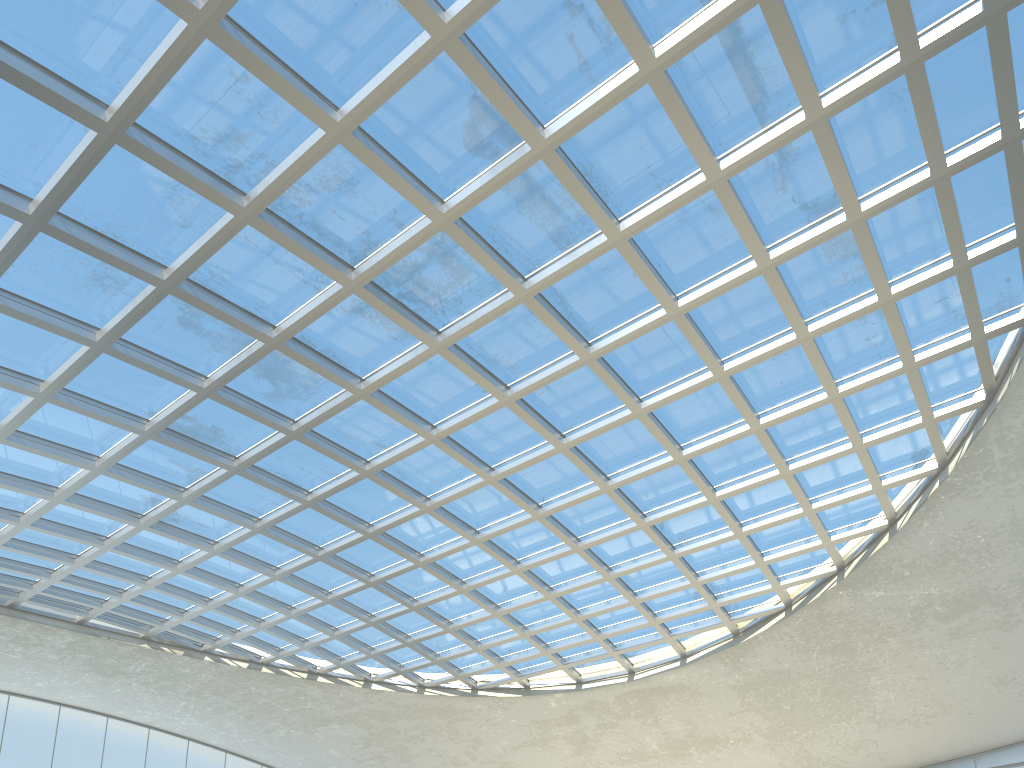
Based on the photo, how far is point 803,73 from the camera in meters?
34.2
